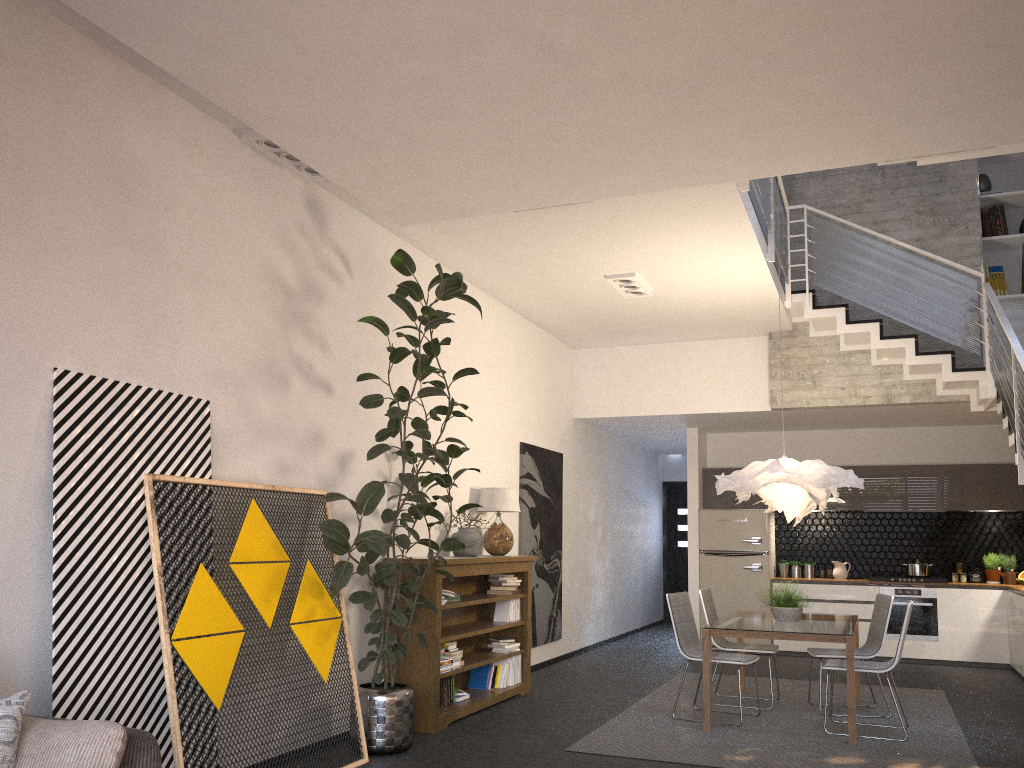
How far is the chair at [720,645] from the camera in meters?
7.1

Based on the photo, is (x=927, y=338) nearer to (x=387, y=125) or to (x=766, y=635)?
(x=766, y=635)

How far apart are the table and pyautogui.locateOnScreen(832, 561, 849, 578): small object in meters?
3.4 m

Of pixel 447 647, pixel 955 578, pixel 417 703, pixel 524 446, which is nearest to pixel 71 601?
pixel 417 703

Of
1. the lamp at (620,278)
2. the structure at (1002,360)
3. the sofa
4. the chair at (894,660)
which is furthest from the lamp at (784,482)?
the sofa

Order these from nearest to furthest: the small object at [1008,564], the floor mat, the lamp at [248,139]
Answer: the lamp at [248,139] < the floor mat < the small object at [1008,564]

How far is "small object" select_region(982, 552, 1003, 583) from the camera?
10.0m

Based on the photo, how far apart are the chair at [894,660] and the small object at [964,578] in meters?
4.7 m

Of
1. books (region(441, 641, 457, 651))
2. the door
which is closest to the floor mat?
books (region(441, 641, 457, 651))

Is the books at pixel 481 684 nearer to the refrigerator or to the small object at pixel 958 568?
the refrigerator
